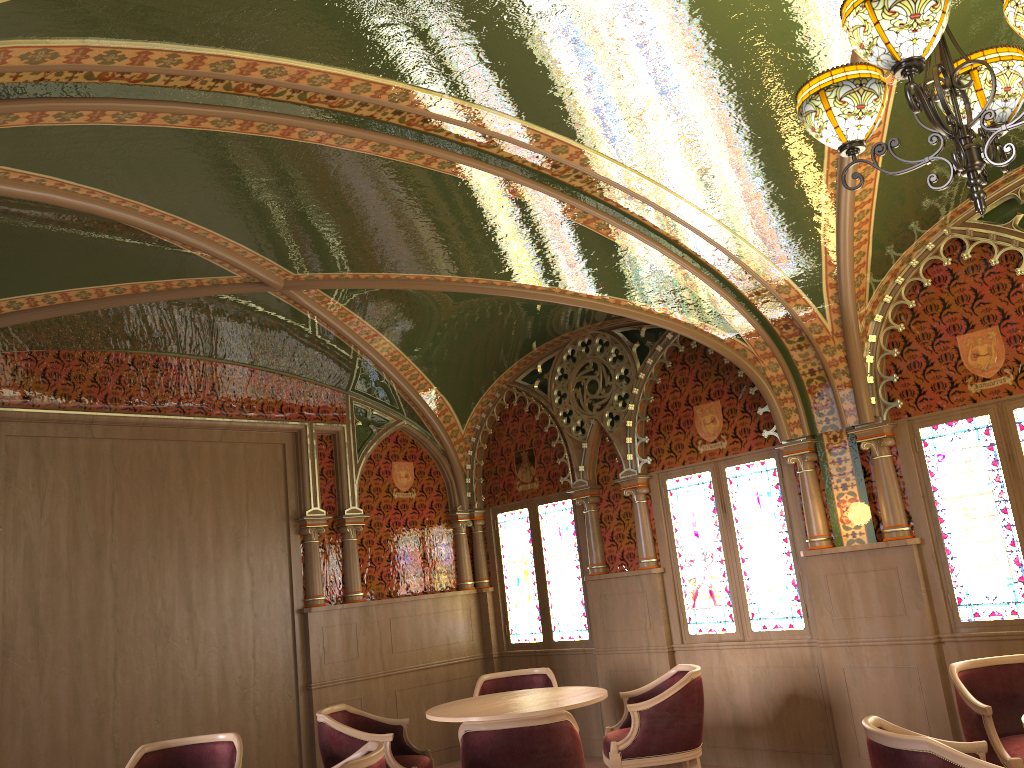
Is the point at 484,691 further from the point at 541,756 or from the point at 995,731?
the point at 995,731

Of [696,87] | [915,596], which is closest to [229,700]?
[915,596]

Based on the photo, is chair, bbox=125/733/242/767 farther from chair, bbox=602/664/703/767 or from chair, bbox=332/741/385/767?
chair, bbox=602/664/703/767

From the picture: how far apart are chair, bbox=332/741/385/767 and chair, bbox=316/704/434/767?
1.2m

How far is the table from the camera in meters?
5.1 m

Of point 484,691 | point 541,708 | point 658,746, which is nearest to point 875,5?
point 541,708

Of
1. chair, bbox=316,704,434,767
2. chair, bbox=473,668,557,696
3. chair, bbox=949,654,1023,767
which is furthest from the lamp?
chair, bbox=473,668,557,696

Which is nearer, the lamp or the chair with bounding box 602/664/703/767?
the lamp

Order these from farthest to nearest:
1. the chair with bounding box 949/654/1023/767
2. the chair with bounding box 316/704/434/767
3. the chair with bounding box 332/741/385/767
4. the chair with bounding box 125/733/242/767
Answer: the chair with bounding box 316/704/434/767 < the chair with bounding box 125/733/242/767 < the chair with bounding box 949/654/1023/767 < the chair with bounding box 332/741/385/767

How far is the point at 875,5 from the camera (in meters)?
2.45
